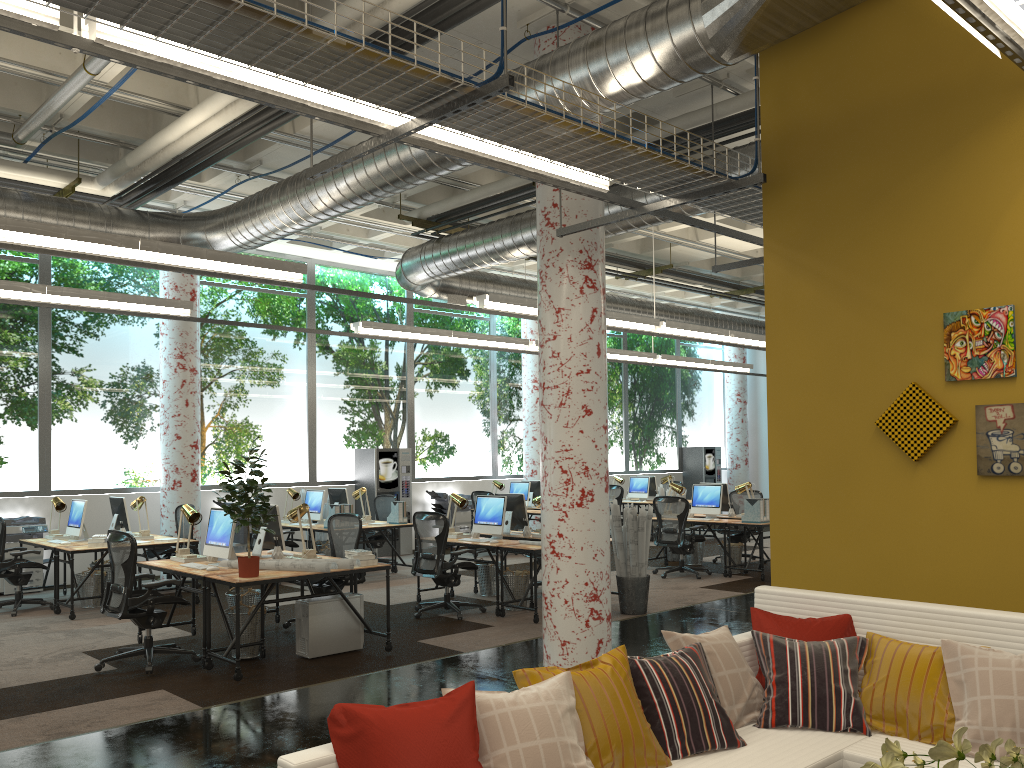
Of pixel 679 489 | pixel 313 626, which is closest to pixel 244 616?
pixel 313 626

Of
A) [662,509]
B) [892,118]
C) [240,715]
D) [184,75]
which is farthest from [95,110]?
[662,509]

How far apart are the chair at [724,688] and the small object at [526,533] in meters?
5.9 m

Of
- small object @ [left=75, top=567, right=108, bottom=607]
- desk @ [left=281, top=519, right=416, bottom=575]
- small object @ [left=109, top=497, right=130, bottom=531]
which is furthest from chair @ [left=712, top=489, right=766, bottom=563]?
small object @ [left=75, top=567, right=108, bottom=607]

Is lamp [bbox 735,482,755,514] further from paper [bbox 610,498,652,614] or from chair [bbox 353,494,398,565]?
chair [bbox 353,494,398,565]

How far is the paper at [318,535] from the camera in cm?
1347

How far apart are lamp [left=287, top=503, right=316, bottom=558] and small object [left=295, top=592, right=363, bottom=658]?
0.5m

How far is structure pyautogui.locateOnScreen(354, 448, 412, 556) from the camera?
14.6 meters

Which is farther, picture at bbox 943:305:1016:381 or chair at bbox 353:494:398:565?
chair at bbox 353:494:398:565

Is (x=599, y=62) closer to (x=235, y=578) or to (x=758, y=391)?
(x=235, y=578)
